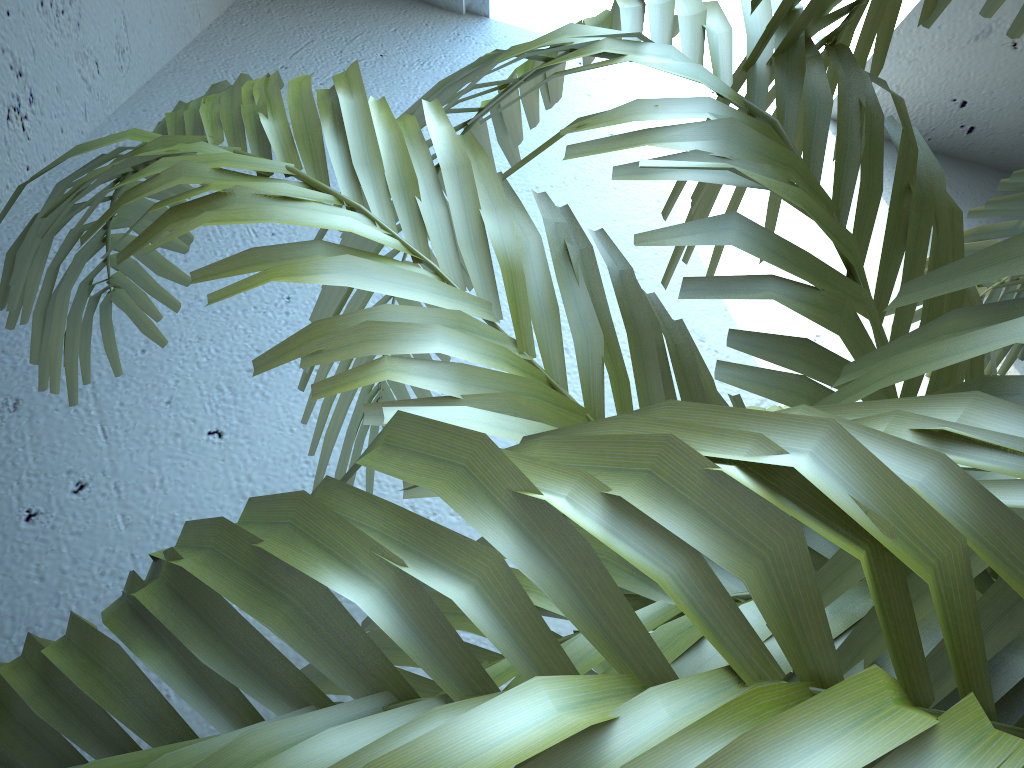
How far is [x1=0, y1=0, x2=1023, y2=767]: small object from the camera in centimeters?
13cm

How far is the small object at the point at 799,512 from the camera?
0.1 meters

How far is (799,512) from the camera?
0.1m

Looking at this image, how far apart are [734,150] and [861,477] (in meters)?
0.23
